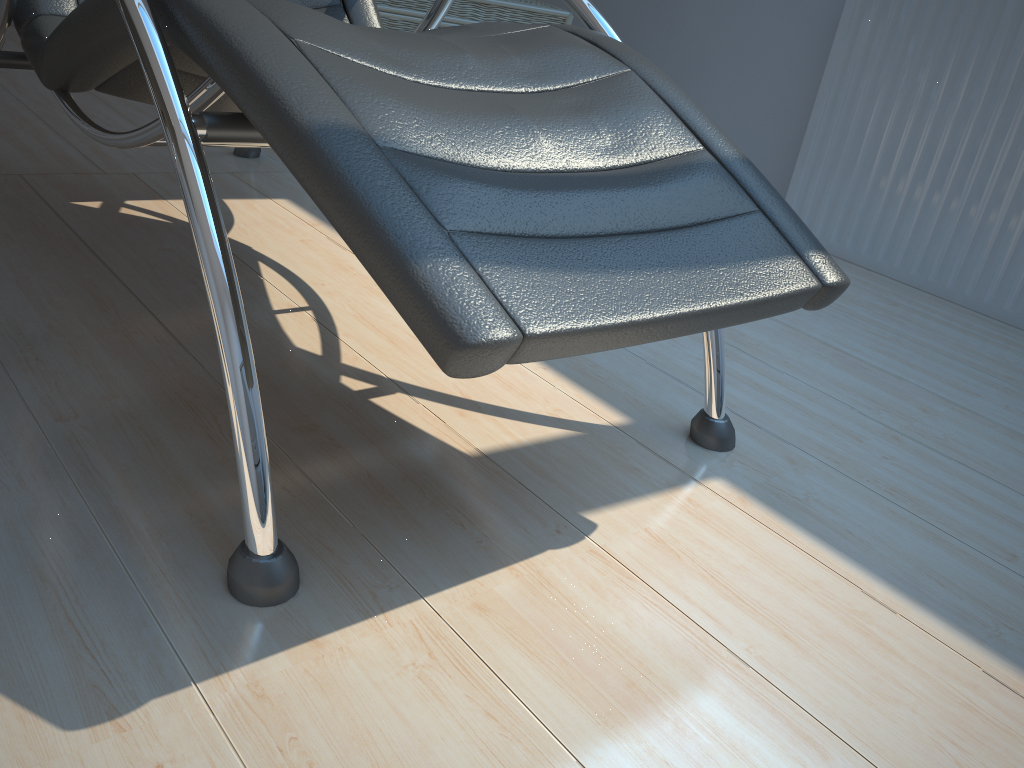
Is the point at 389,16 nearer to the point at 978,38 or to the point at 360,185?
the point at 978,38

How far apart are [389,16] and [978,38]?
1.6m

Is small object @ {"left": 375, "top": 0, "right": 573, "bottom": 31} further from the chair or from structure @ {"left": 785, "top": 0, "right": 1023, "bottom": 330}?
structure @ {"left": 785, "top": 0, "right": 1023, "bottom": 330}

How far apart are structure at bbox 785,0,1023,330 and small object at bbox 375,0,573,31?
0.8m

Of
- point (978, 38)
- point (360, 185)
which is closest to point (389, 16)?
point (978, 38)

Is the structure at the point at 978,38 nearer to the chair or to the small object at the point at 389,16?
the small object at the point at 389,16

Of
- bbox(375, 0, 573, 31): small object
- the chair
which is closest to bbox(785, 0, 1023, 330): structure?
bbox(375, 0, 573, 31): small object

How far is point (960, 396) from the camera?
1.8 meters

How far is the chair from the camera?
0.80m

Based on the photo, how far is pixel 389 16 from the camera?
Result: 2.6 meters
